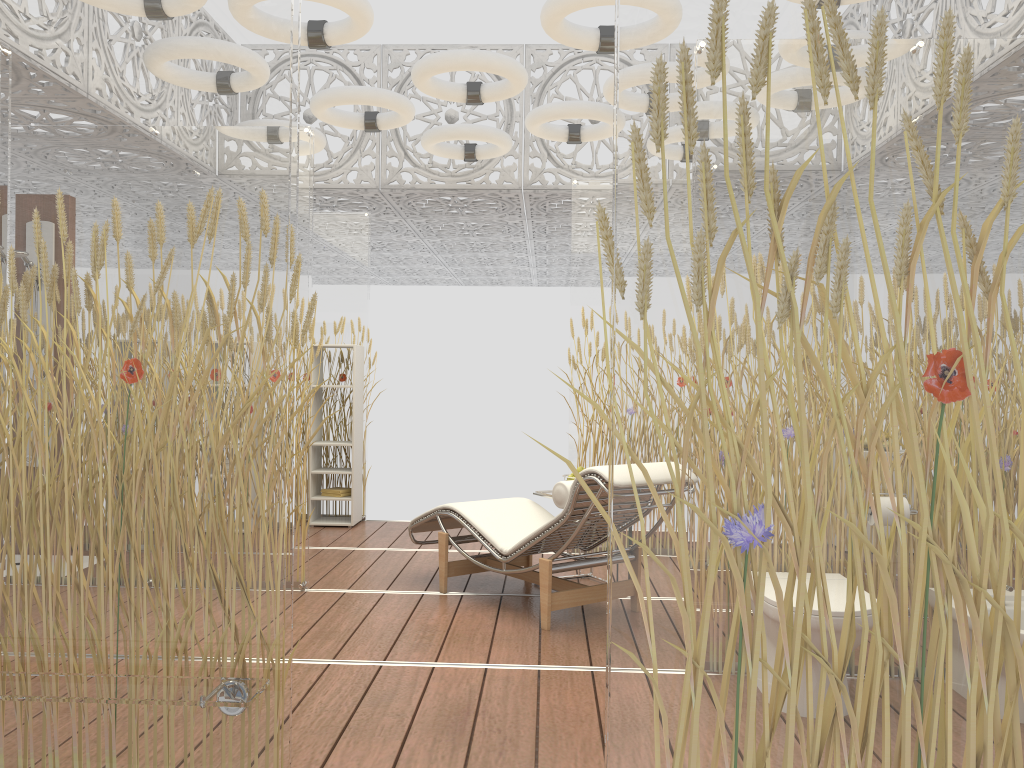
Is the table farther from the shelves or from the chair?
the shelves

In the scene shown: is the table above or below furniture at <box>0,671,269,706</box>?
above

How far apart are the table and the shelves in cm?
247

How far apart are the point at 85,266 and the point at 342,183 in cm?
527

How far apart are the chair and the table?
0.1m

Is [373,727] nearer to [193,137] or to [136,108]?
[193,137]

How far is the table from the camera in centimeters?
512cm

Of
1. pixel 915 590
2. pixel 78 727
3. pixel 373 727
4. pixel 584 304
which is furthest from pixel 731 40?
pixel 584 304

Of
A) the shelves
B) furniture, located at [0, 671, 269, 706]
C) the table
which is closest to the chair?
the table

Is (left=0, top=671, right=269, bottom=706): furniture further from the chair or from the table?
the table
